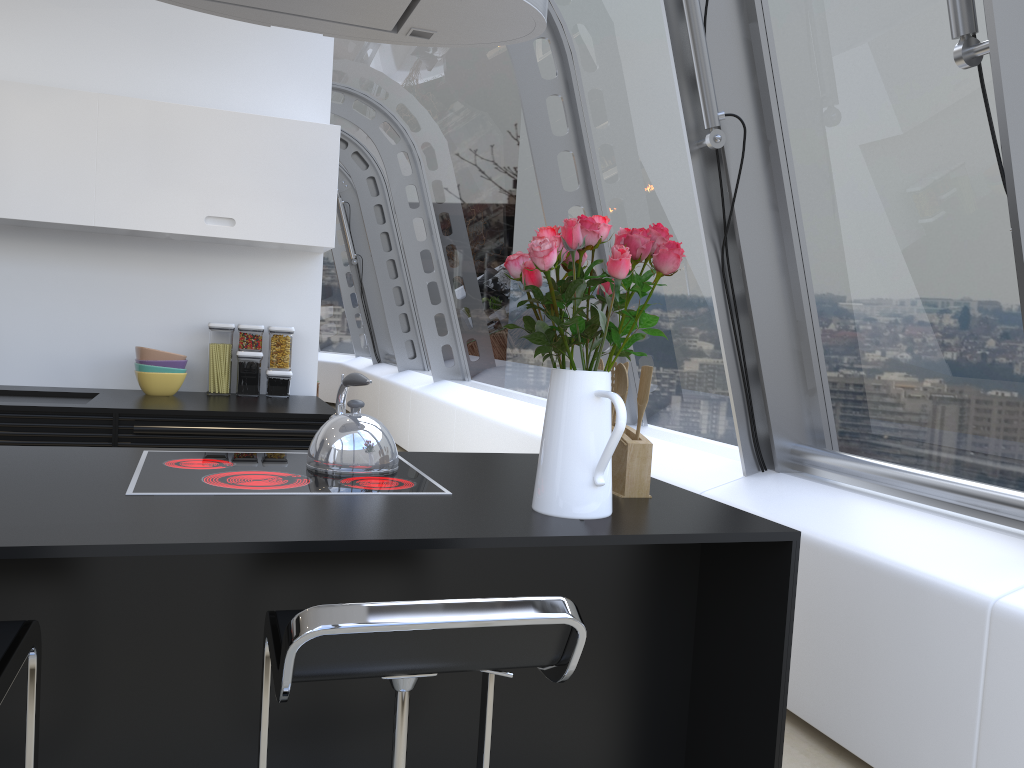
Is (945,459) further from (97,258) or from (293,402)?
(97,258)

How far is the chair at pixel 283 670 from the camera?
1.09m

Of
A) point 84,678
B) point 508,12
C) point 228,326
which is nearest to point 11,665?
point 84,678

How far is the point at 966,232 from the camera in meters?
2.6 m

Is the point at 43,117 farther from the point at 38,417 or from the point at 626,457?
the point at 626,457

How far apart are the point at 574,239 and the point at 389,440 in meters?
0.7 m

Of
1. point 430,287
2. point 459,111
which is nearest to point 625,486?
point 459,111

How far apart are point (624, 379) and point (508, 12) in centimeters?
89cm

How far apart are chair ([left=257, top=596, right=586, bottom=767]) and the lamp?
1.4 meters

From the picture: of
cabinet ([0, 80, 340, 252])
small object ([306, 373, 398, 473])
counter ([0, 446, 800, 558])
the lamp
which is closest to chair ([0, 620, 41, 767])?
counter ([0, 446, 800, 558])
